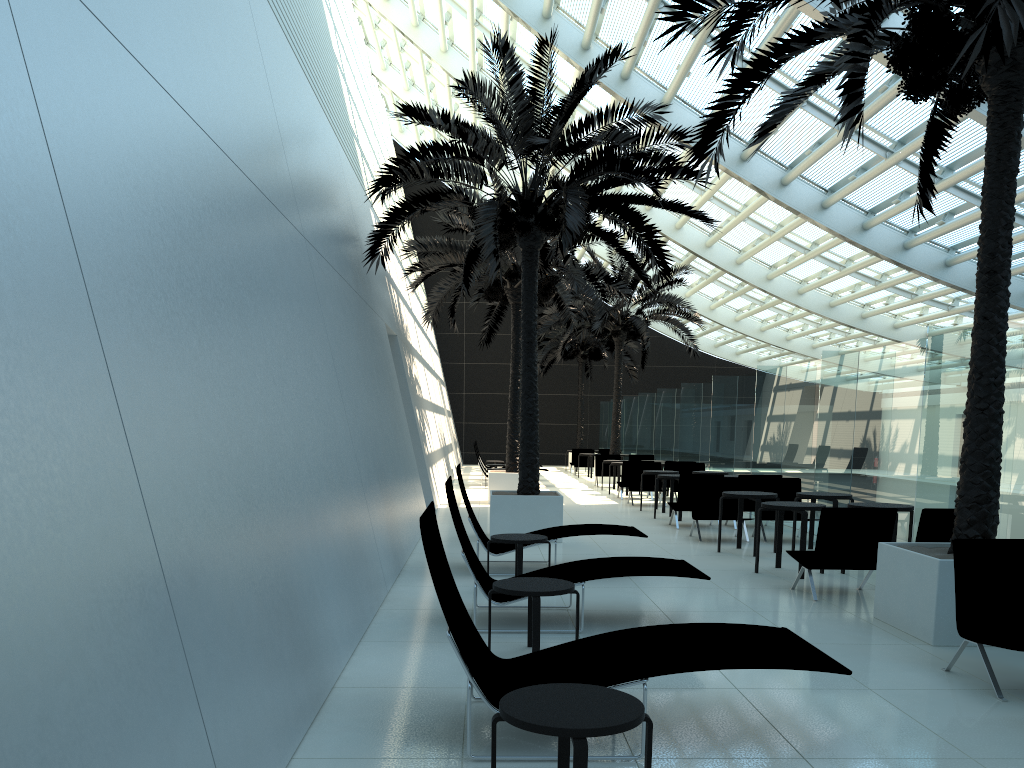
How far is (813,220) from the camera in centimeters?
1862cm

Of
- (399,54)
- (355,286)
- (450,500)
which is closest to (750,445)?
(355,286)

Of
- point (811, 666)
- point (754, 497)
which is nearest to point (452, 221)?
point (754, 497)

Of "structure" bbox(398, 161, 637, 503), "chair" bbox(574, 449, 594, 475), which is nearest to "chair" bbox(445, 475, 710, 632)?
"structure" bbox(398, 161, 637, 503)

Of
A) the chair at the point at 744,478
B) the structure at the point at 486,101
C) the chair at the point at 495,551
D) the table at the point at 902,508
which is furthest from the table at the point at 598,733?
the chair at the point at 744,478

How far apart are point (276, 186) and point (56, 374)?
4.91m

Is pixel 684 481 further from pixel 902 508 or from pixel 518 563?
pixel 518 563

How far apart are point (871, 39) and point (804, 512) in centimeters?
485cm

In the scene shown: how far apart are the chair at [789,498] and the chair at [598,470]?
11.3 meters

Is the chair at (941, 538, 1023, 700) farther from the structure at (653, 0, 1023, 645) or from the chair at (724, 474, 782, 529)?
the chair at (724, 474, 782, 529)
